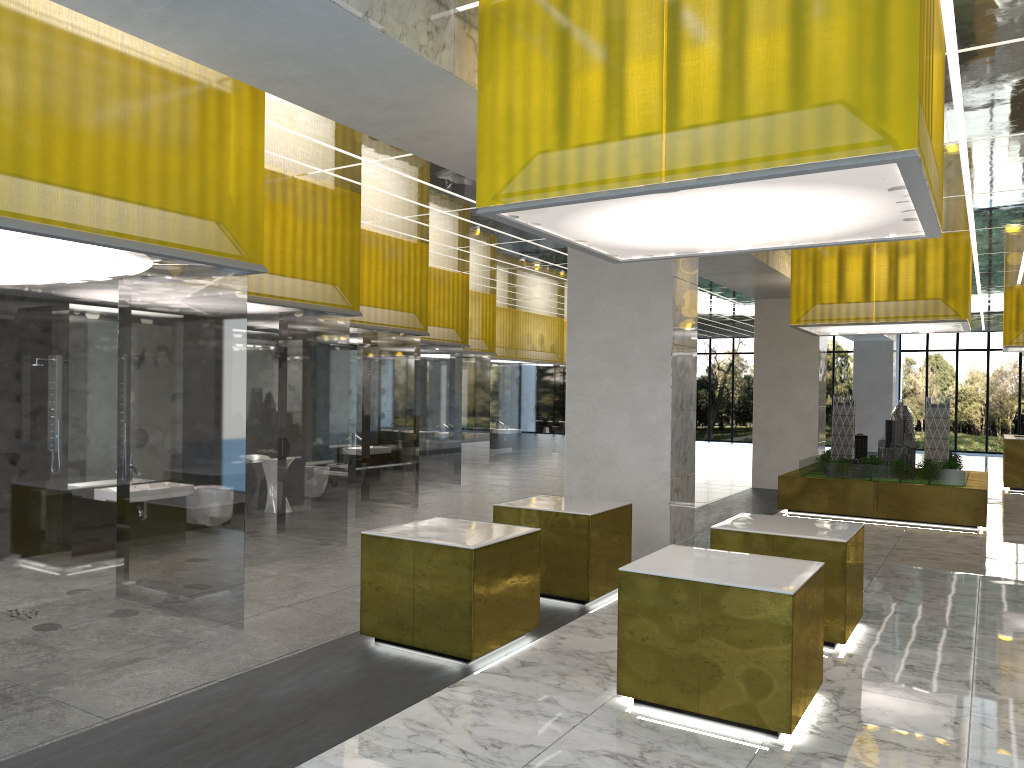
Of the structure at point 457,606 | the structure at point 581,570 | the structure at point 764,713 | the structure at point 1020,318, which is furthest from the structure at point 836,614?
the structure at point 1020,318

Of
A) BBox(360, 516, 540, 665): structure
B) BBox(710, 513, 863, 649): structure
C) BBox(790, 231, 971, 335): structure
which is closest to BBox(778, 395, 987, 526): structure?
BBox(790, 231, 971, 335): structure

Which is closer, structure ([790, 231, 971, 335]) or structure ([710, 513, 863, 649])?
structure ([710, 513, 863, 649])

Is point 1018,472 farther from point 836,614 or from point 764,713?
point 764,713

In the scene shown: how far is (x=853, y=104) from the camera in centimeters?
616cm

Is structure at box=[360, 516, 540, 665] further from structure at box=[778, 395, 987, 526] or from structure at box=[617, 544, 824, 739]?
structure at box=[778, 395, 987, 526]

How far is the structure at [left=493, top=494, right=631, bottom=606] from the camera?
10.8m

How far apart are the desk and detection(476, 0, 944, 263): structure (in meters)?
22.13

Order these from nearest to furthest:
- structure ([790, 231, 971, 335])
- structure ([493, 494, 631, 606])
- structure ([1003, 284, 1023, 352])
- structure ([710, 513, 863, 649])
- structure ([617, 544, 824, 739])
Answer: structure ([617, 544, 824, 739]), structure ([710, 513, 863, 649]), structure ([493, 494, 631, 606]), structure ([790, 231, 971, 335]), structure ([1003, 284, 1023, 352])

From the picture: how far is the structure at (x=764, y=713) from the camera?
6.92m
